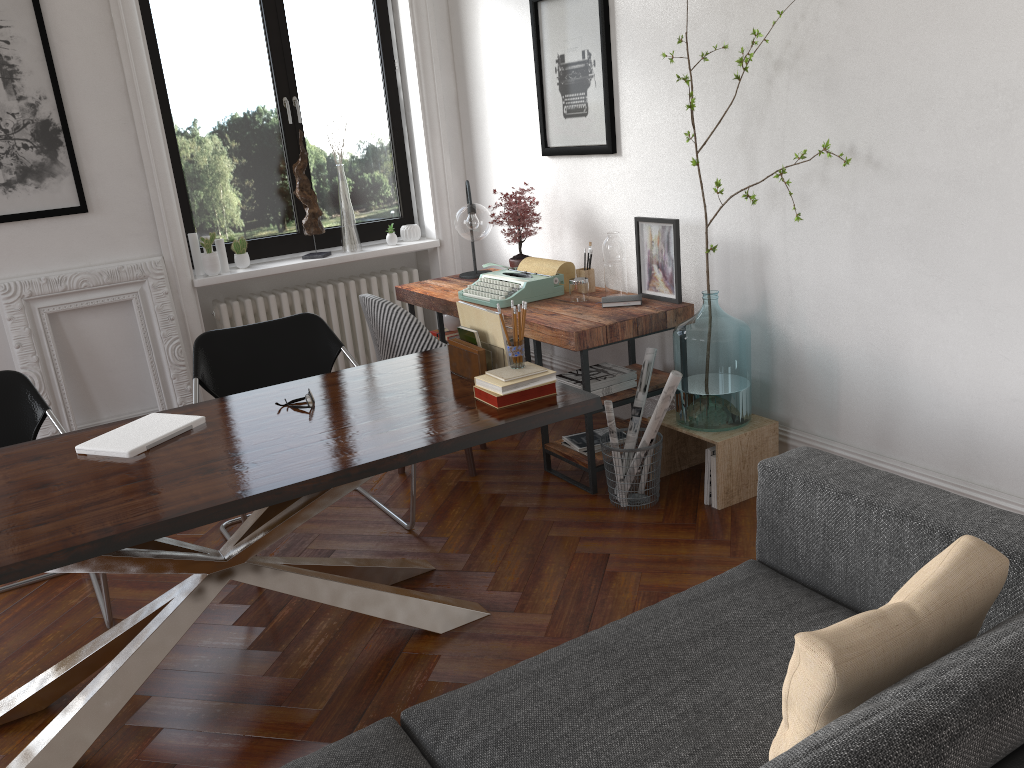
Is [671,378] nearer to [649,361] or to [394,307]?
[649,361]

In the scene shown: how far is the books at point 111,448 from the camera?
2.63m

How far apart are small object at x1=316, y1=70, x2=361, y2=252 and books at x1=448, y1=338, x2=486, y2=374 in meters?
2.6

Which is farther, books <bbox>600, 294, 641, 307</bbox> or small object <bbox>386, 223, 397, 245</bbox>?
small object <bbox>386, 223, 397, 245</bbox>

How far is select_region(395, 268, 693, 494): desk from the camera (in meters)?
3.69

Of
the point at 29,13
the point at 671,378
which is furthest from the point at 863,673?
the point at 29,13

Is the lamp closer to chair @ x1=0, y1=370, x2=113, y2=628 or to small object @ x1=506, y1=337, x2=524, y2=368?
small object @ x1=506, y1=337, x2=524, y2=368

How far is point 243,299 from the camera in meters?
5.3 m

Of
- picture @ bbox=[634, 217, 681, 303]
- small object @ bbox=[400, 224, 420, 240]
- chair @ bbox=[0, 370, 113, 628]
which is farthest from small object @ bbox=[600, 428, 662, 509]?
small object @ bbox=[400, 224, 420, 240]

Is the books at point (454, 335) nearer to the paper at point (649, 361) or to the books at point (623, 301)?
the books at point (623, 301)
